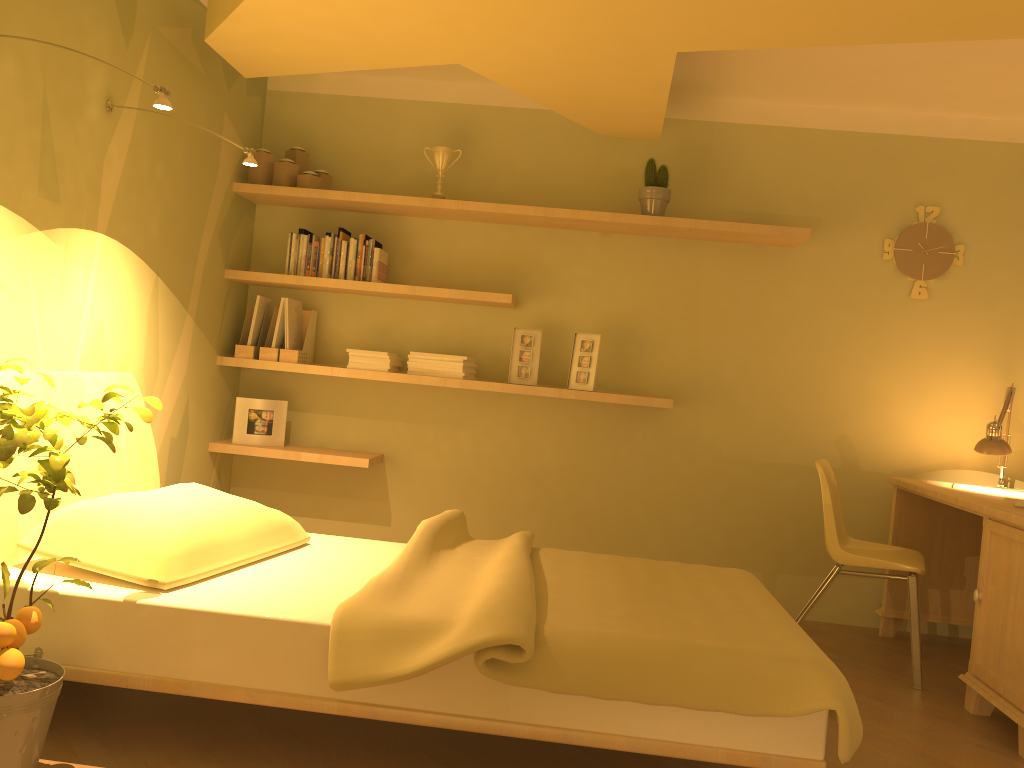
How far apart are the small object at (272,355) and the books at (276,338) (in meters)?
0.04

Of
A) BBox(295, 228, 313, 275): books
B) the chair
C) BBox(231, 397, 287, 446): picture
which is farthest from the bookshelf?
the chair

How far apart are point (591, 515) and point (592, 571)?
1.5 meters

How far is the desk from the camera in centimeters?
285cm

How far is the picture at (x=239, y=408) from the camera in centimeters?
413cm

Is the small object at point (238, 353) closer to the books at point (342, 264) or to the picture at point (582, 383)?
the books at point (342, 264)

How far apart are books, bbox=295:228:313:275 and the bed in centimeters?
125cm

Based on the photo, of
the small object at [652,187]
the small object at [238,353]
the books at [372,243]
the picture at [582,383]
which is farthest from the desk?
the small object at [238,353]

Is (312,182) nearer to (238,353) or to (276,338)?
(276,338)

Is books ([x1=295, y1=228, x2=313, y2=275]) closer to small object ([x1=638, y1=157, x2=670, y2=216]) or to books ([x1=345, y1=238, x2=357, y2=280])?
books ([x1=345, y1=238, x2=357, y2=280])
